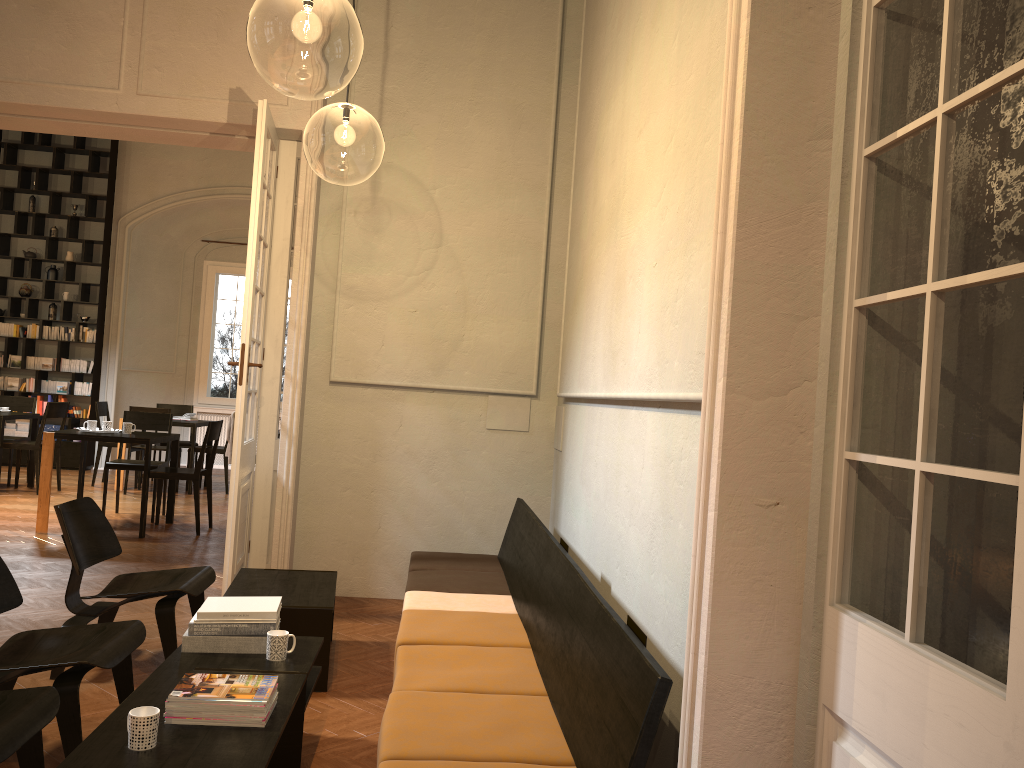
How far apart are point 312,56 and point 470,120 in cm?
668

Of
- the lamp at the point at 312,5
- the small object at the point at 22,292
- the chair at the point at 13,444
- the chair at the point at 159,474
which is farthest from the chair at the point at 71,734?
the small object at the point at 22,292

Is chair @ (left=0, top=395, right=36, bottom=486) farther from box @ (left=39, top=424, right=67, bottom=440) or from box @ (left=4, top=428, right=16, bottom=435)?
box @ (left=4, top=428, right=16, bottom=435)

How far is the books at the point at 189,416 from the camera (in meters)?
11.73

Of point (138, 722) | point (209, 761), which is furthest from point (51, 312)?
point (209, 761)

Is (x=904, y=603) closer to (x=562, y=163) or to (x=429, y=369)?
(x=429, y=369)

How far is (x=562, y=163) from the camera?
6.4m

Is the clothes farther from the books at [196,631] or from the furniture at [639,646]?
the books at [196,631]

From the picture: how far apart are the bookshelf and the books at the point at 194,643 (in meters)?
10.63

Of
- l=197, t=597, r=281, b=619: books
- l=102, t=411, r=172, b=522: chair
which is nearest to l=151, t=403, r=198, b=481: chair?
l=102, t=411, r=172, b=522: chair
